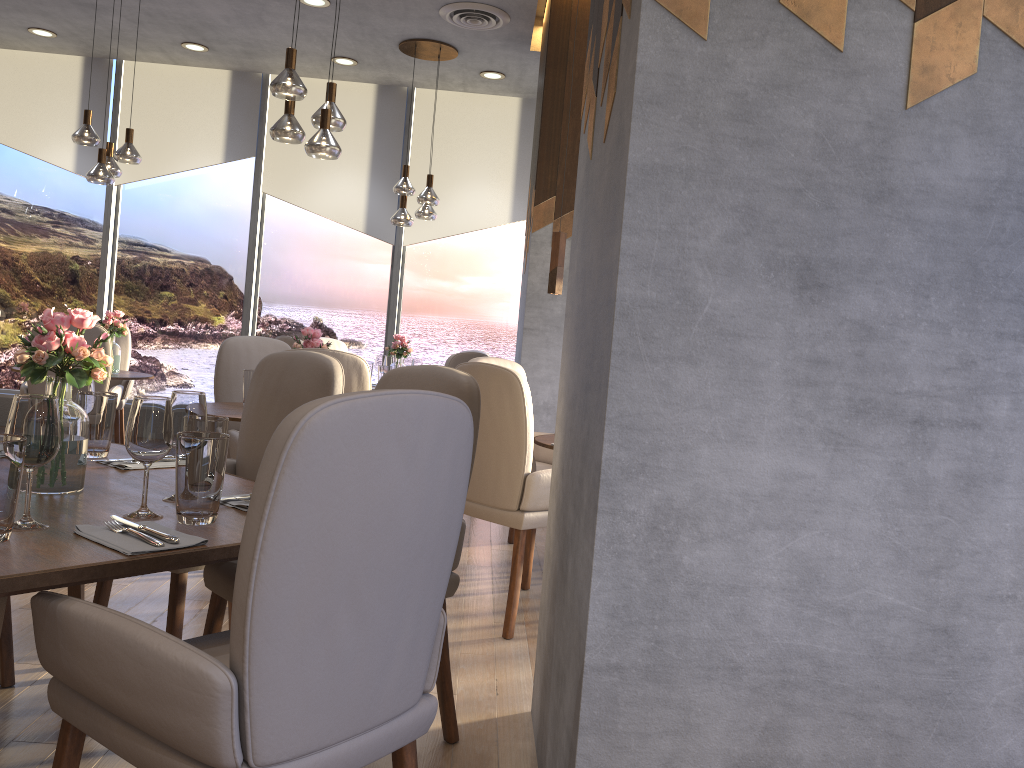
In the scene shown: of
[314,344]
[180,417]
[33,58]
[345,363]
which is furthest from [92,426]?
[33,58]

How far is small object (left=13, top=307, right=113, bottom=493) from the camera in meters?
1.9

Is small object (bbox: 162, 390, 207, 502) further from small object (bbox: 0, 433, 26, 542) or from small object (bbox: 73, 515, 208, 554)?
small object (bbox: 0, 433, 26, 542)

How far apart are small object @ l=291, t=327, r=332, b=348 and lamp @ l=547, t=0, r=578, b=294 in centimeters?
114cm

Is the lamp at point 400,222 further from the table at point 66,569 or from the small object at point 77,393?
the small object at point 77,393

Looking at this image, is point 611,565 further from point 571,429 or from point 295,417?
point 295,417

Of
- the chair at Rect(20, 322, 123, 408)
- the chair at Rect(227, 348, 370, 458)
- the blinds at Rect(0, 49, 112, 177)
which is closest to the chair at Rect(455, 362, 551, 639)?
the chair at Rect(227, 348, 370, 458)

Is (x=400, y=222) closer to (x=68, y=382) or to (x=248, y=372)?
(x=248, y=372)

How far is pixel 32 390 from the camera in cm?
492

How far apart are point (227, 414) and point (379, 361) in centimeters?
275cm
